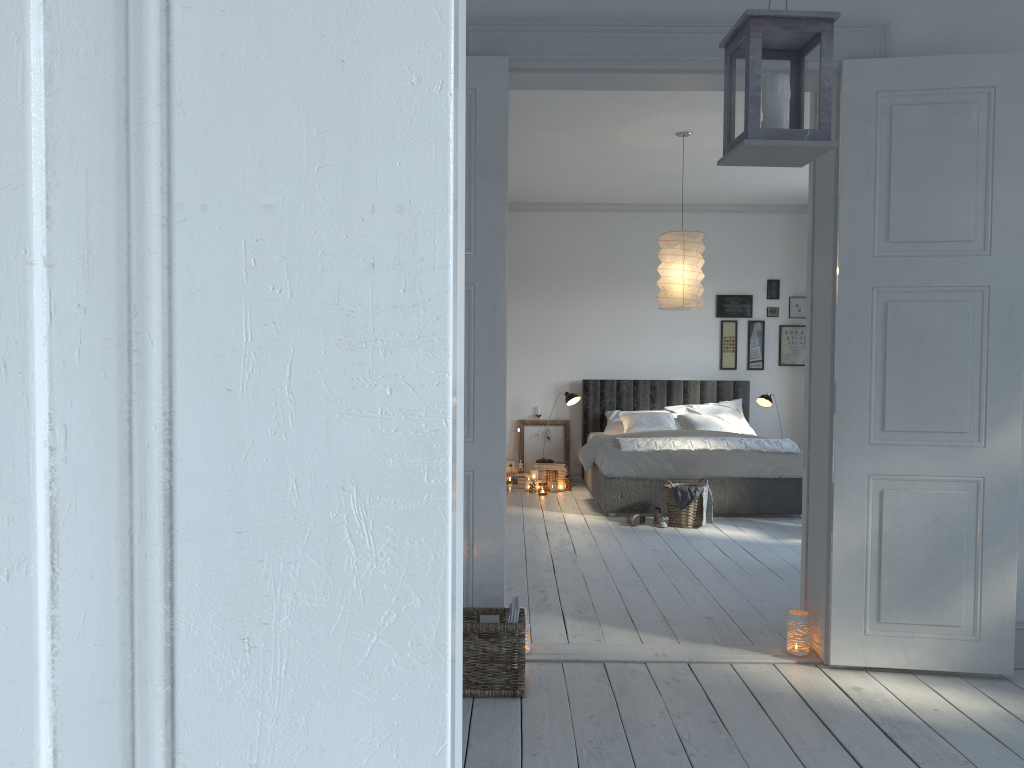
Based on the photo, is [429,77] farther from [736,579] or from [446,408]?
[736,579]

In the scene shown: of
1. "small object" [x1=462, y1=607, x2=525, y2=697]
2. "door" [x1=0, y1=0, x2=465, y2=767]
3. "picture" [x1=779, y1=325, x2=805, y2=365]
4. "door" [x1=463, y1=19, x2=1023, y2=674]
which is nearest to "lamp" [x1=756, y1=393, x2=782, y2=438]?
"picture" [x1=779, y1=325, x2=805, y2=365]

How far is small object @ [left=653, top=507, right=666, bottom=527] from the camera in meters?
6.5 m

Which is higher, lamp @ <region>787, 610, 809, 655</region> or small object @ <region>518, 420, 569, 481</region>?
small object @ <region>518, 420, 569, 481</region>

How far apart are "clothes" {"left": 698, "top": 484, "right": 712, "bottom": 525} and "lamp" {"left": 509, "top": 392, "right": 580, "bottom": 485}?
2.2m

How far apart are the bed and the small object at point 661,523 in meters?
0.3

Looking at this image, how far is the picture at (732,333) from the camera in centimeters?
905cm

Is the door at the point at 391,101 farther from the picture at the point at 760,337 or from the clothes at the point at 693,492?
the picture at the point at 760,337

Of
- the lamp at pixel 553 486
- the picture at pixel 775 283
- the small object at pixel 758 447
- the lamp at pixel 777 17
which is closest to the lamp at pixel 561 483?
the lamp at pixel 553 486

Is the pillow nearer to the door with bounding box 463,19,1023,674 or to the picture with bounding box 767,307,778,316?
the picture with bounding box 767,307,778,316
